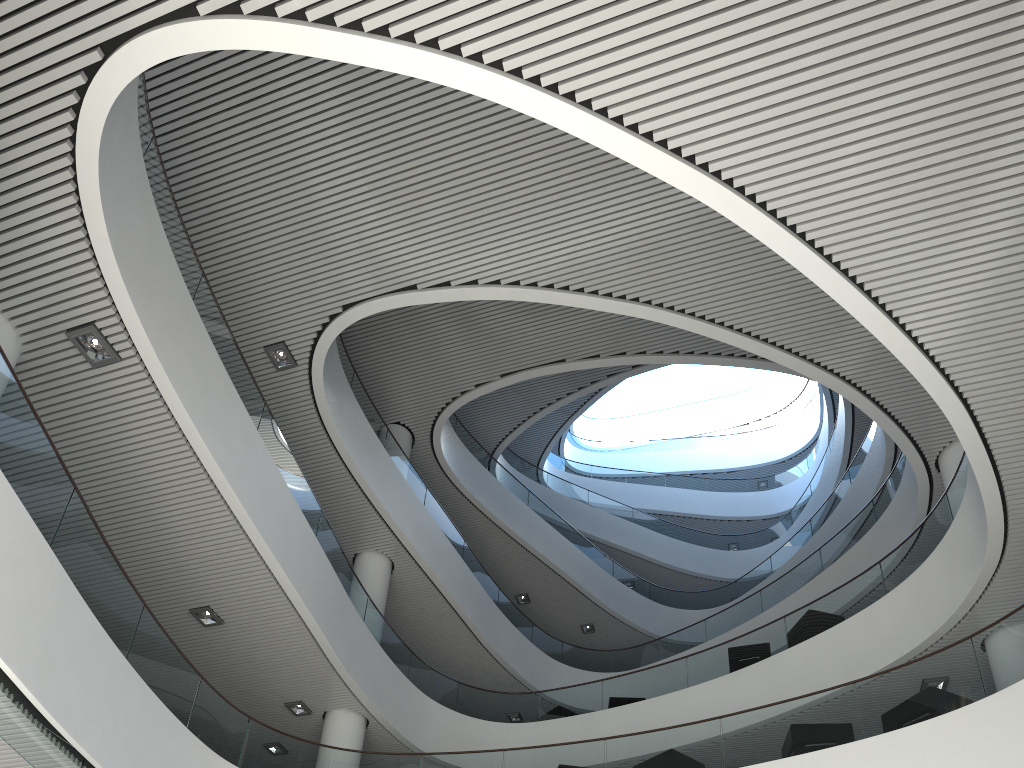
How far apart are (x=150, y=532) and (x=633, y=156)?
4.55m
